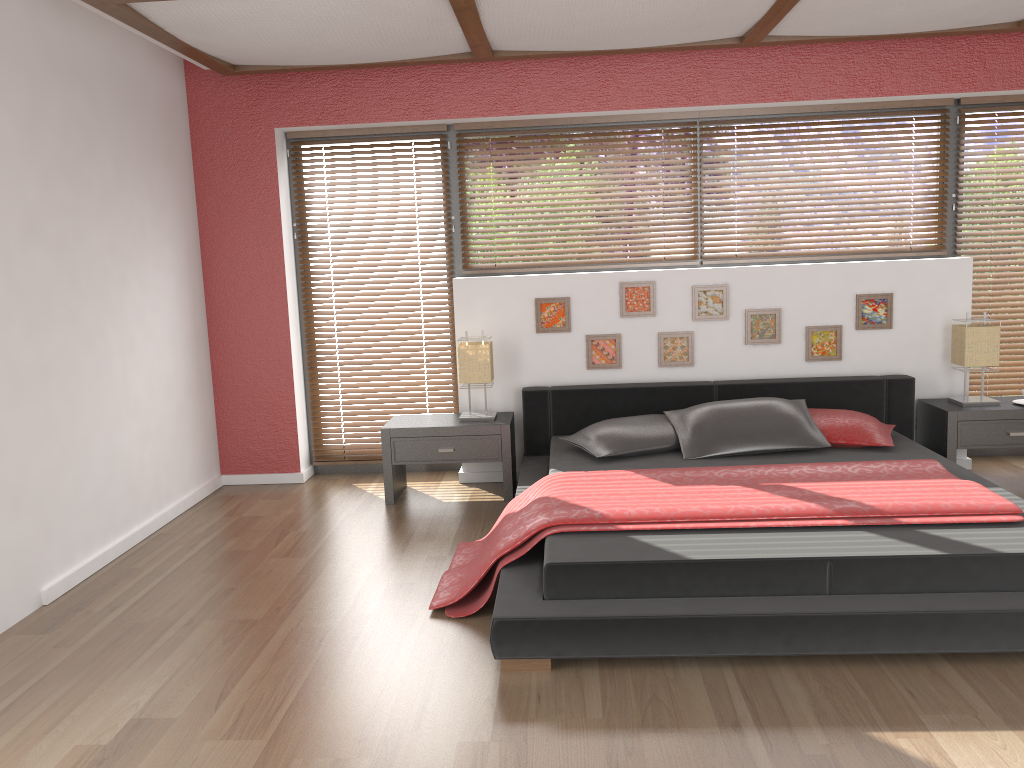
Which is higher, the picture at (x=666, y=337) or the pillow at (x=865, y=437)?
the picture at (x=666, y=337)

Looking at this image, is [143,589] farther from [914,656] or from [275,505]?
[914,656]

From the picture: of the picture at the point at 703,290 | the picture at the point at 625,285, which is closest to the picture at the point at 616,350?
the picture at the point at 625,285

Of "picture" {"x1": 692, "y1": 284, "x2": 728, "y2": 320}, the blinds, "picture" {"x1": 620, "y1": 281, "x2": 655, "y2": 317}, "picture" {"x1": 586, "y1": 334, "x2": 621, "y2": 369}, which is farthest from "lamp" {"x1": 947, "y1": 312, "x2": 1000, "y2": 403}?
"picture" {"x1": 586, "y1": 334, "x2": 621, "y2": 369}

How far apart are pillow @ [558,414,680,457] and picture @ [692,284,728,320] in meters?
0.8

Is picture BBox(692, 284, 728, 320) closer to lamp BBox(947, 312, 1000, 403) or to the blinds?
lamp BBox(947, 312, 1000, 403)

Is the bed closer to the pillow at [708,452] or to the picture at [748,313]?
the pillow at [708,452]

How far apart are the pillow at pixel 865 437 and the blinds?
1.12m

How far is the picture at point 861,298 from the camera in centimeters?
496cm

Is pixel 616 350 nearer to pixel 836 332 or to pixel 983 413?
pixel 836 332
